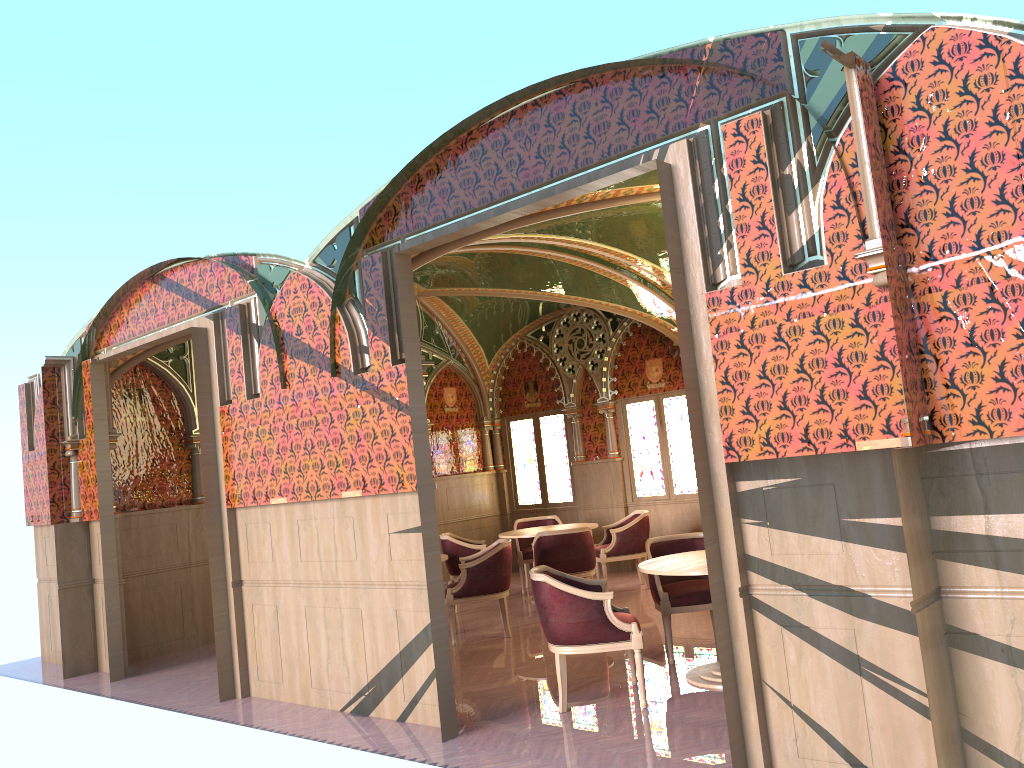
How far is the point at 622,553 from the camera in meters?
9.9

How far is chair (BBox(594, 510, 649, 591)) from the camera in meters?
9.9

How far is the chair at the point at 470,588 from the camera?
8.0m

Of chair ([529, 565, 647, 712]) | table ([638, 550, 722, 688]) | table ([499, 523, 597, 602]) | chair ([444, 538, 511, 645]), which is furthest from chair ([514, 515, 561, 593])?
chair ([529, 565, 647, 712])

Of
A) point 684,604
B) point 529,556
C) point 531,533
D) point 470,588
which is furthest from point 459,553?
point 684,604

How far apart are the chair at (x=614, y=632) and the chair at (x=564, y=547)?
2.8 meters

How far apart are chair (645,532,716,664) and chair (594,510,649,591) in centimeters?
289cm

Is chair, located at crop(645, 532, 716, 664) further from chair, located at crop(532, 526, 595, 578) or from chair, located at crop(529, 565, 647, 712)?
chair, located at crop(532, 526, 595, 578)

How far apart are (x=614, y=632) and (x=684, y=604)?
1.2 meters

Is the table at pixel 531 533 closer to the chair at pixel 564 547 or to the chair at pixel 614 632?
the chair at pixel 564 547
